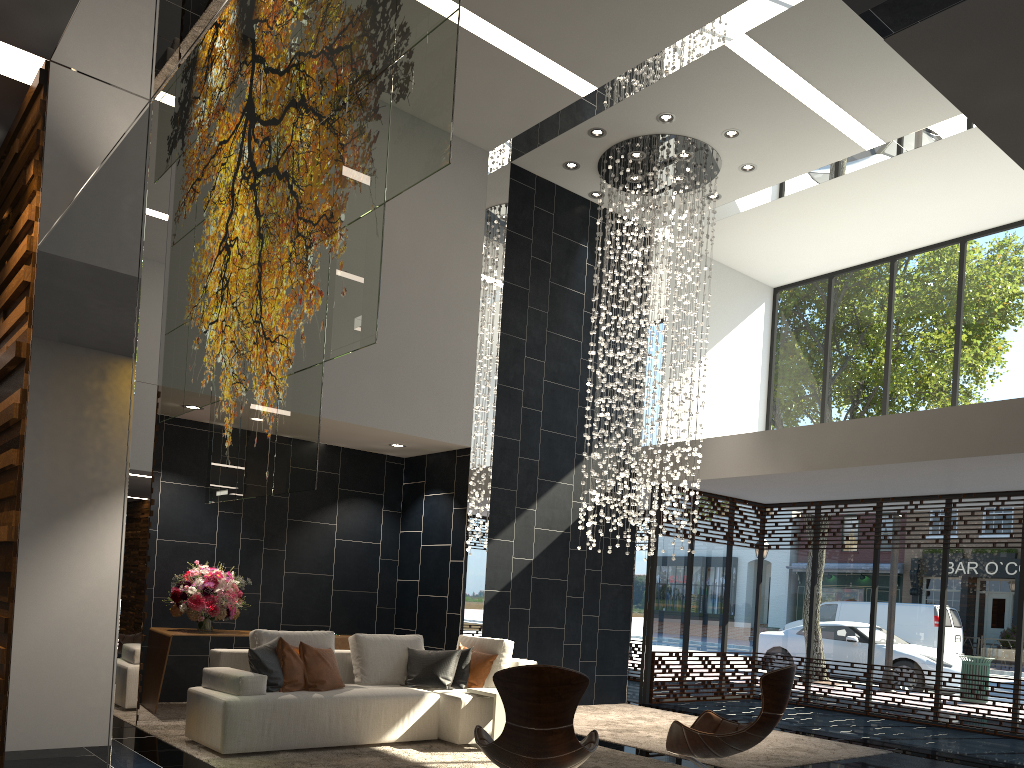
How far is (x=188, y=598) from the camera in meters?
7.6 m

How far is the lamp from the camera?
9.4 meters

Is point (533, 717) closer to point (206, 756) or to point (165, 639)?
point (206, 756)

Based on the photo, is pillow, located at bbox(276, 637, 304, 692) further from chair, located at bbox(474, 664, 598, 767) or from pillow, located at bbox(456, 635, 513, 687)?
chair, located at bbox(474, 664, 598, 767)

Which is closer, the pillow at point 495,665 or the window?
the pillow at point 495,665

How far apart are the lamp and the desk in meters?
2.9

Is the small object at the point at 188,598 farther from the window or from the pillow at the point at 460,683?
the window

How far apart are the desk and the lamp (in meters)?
2.85

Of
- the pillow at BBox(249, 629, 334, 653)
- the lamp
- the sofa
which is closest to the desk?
the sofa

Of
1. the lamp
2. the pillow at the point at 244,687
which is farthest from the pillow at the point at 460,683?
the lamp
